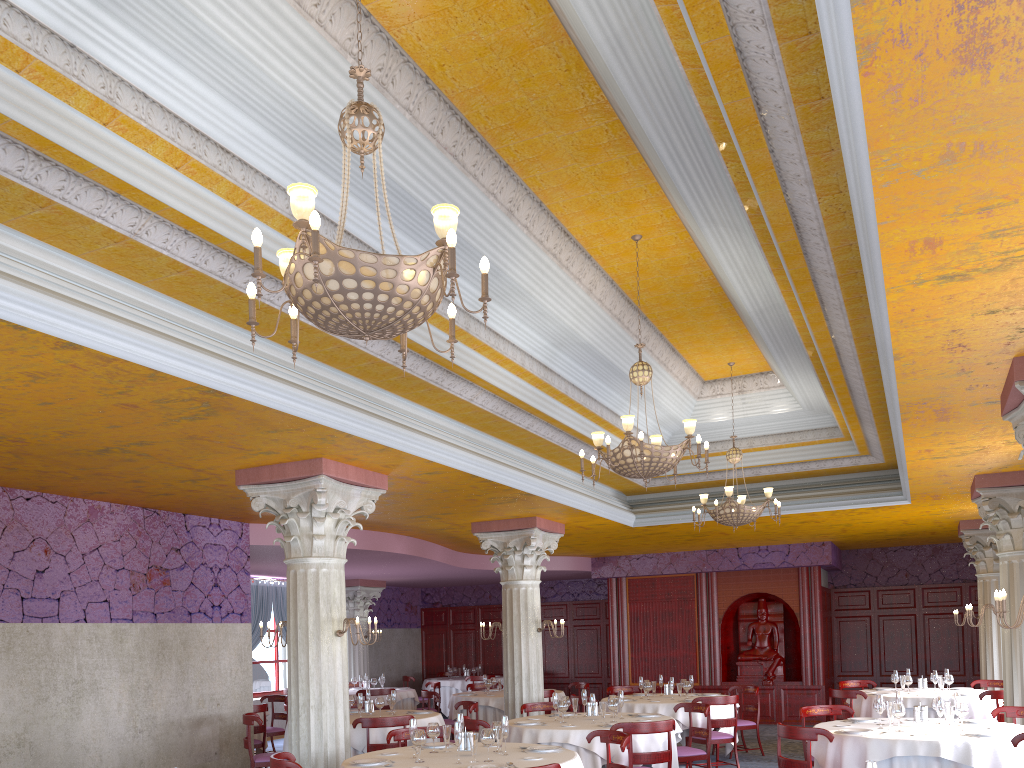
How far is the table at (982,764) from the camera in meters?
7.0 m

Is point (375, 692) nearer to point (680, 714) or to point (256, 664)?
point (256, 664)

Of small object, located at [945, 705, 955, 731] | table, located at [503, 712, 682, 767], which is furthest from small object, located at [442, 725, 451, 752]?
small object, located at [945, 705, 955, 731]

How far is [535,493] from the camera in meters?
10.2 m

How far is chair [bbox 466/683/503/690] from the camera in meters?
15.6 m

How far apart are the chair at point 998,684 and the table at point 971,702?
1.3m

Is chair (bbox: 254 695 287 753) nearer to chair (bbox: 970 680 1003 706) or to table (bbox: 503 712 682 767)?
table (bbox: 503 712 682 767)

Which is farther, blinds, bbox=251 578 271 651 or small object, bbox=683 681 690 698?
blinds, bbox=251 578 271 651

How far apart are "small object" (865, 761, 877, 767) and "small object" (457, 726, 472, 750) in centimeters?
363cm

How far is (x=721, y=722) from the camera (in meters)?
10.84
